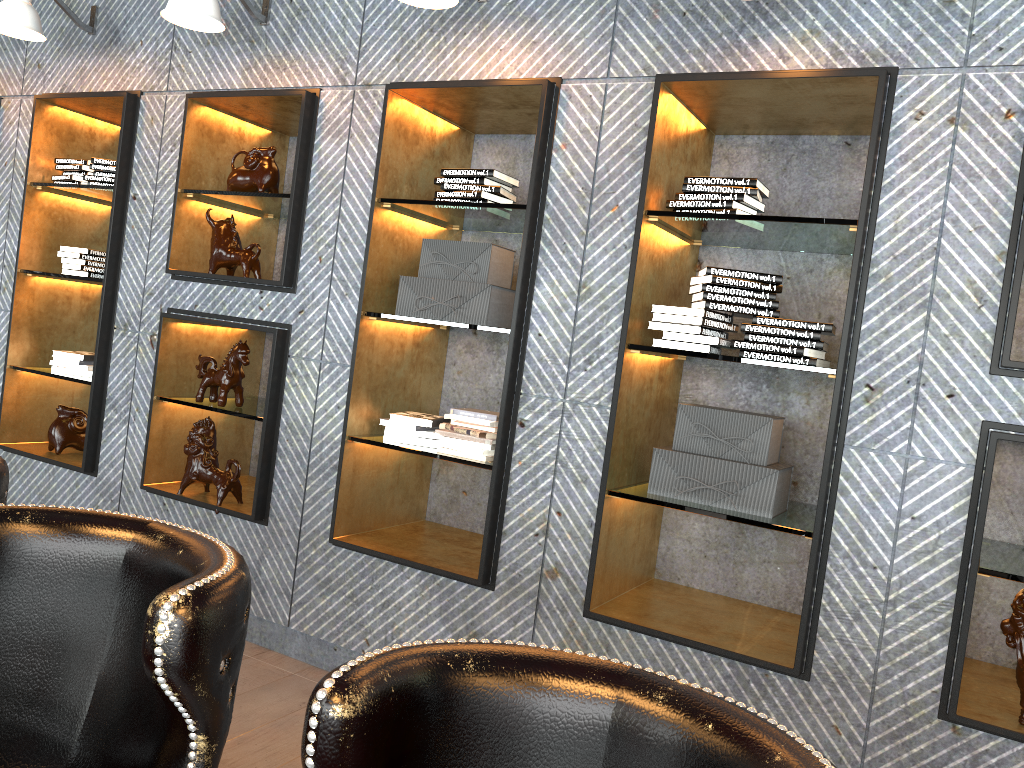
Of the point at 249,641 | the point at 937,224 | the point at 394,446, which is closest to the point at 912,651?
the point at 937,224

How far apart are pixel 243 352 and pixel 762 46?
2.4m

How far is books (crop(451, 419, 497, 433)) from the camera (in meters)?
3.31

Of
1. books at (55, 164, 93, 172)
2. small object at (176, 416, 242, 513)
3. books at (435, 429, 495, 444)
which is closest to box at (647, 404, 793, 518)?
books at (435, 429, 495, 444)

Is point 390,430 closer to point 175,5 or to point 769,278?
point 769,278

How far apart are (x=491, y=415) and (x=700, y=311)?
0.9 meters

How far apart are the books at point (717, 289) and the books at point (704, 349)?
0.19m

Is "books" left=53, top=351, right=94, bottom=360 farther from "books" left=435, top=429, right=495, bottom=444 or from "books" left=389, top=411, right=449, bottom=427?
"books" left=435, top=429, right=495, bottom=444

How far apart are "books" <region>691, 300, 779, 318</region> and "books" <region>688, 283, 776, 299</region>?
0.0m

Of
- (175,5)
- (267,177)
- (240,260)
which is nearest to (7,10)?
(175,5)
